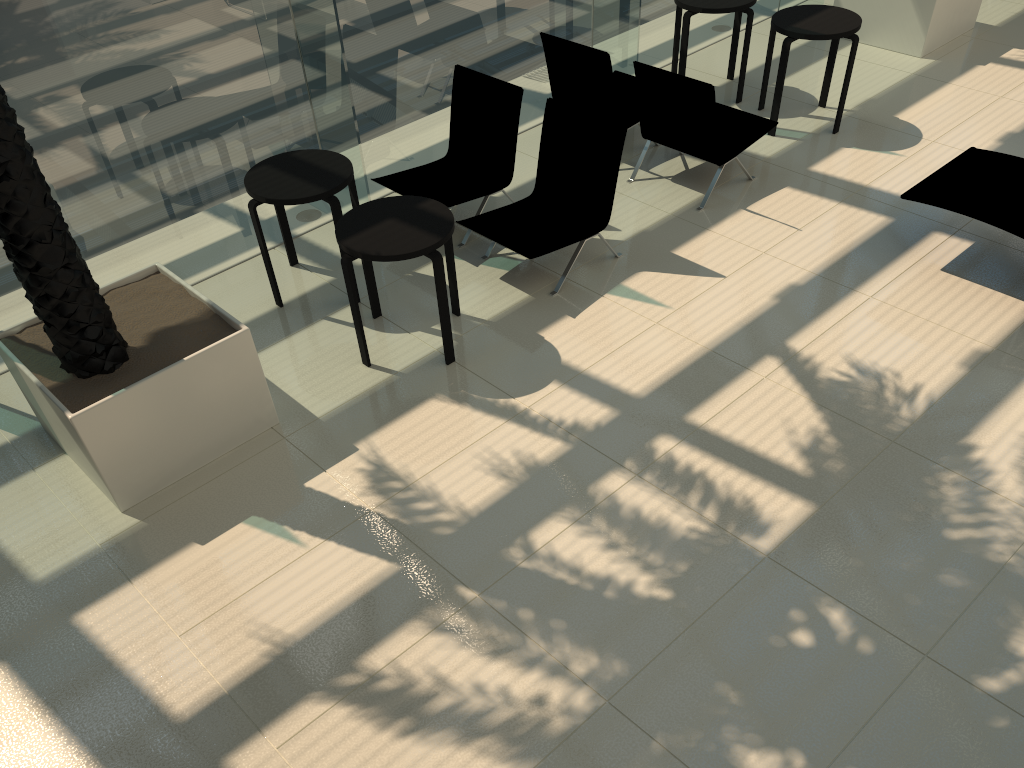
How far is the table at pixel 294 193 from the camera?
5.55m

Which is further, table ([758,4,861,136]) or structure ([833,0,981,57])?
structure ([833,0,981,57])

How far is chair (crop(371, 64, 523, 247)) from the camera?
6.5m

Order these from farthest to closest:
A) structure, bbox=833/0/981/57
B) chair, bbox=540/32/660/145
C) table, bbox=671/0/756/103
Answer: structure, bbox=833/0/981/57
table, bbox=671/0/756/103
chair, bbox=540/32/660/145

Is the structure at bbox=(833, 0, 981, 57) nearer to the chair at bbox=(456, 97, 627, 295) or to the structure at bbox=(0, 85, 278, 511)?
the chair at bbox=(456, 97, 627, 295)

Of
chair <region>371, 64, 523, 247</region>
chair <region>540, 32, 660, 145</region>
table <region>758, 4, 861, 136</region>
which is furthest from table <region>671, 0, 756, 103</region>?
chair <region>371, 64, 523, 247</region>

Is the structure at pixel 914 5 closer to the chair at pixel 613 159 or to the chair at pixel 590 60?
the chair at pixel 590 60

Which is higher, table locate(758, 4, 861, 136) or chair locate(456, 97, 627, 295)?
table locate(758, 4, 861, 136)

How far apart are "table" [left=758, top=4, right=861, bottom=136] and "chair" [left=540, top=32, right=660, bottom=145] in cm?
120

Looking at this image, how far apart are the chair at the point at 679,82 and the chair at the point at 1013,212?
1.40m
